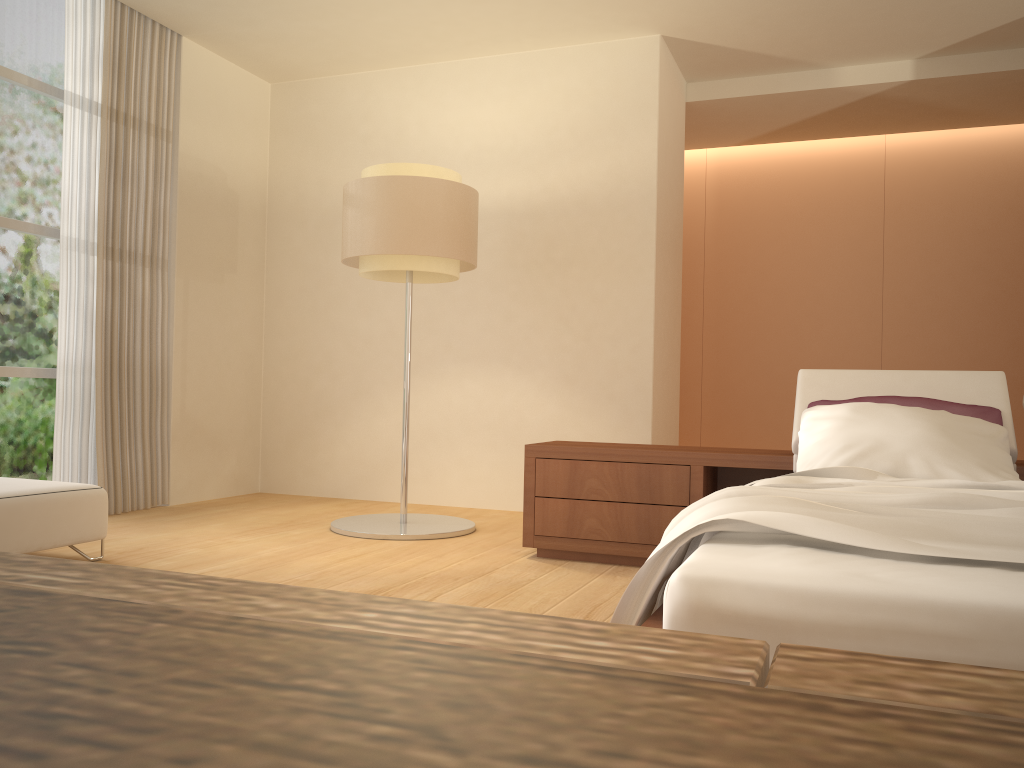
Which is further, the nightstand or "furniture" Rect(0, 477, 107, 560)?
the nightstand

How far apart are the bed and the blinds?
3.8 meters

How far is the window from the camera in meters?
5.1

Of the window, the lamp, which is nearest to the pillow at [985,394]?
the lamp

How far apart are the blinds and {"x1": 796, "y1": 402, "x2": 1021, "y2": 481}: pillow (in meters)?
3.99

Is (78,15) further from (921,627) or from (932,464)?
(921,627)

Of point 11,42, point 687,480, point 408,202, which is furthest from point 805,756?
point 11,42

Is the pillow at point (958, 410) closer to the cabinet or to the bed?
the bed

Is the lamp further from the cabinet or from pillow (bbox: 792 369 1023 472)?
the cabinet

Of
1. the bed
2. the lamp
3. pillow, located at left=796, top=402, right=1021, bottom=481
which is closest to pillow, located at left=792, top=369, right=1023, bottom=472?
pillow, located at left=796, top=402, right=1021, bottom=481
